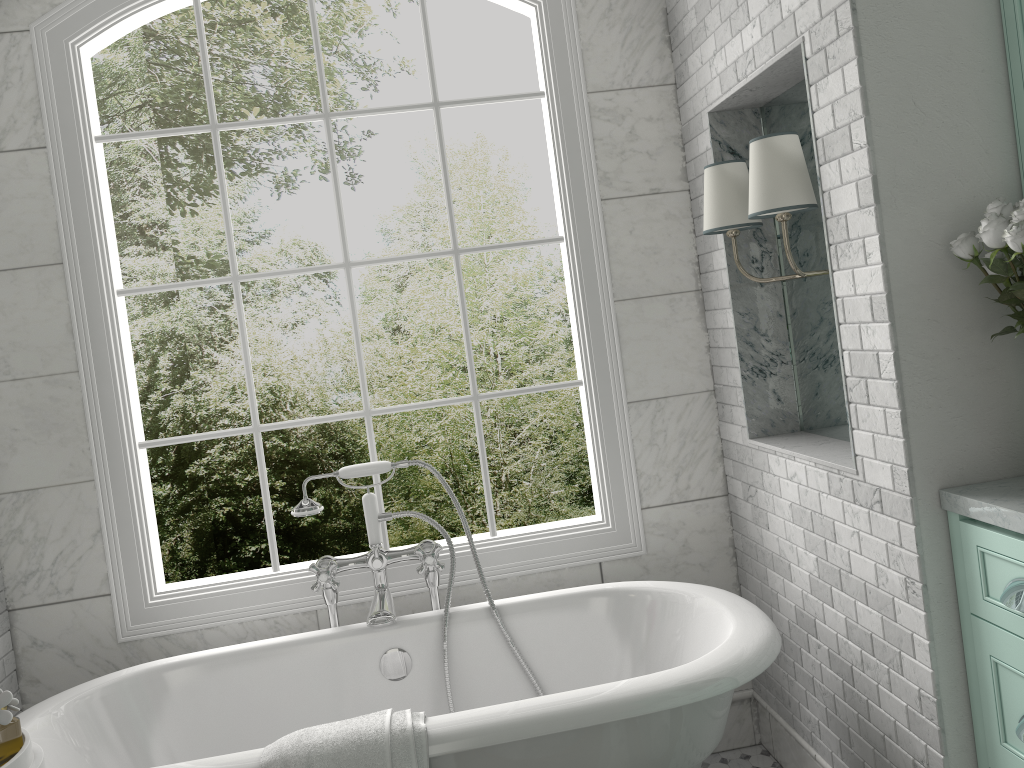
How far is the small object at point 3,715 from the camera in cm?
186

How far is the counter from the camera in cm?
180

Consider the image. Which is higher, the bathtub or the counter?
the counter

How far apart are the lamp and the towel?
1.5m

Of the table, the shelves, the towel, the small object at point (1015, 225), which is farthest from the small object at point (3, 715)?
the shelves

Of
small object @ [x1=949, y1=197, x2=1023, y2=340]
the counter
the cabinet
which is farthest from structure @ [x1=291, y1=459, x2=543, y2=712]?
small object @ [x1=949, y1=197, x2=1023, y2=340]

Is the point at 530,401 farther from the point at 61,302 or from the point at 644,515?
the point at 61,302

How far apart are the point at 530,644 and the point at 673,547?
0.7 meters

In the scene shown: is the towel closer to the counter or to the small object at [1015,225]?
the counter

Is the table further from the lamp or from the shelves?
the shelves
